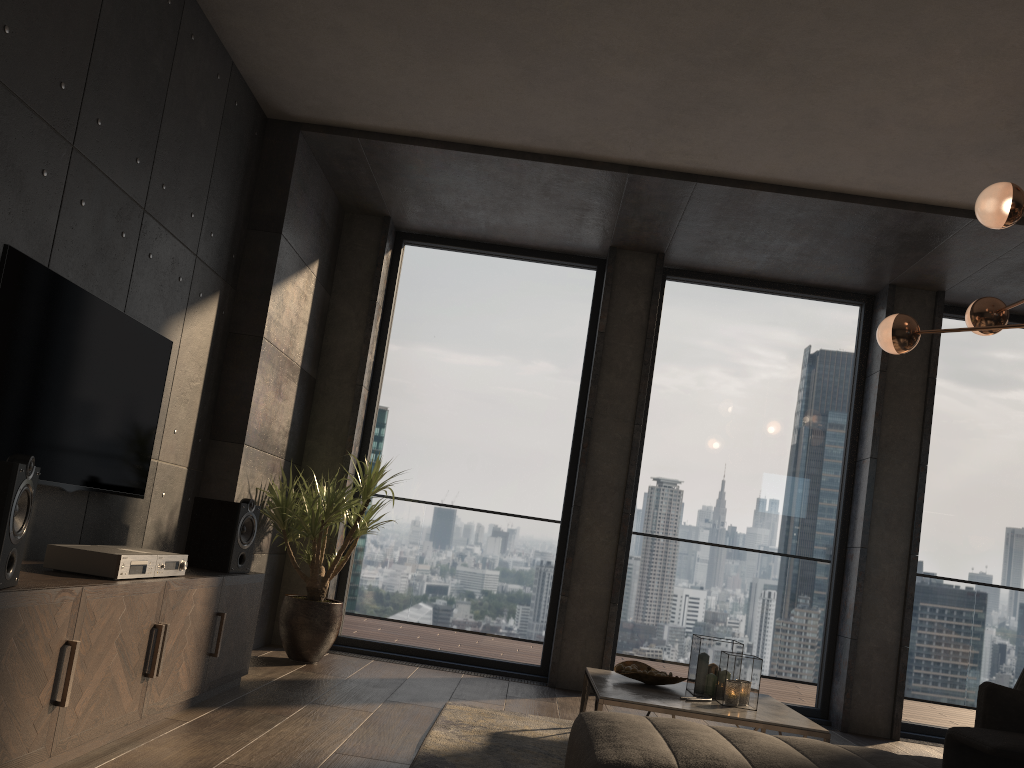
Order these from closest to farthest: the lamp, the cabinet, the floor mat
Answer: the cabinet
the floor mat
the lamp

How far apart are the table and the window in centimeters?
159cm

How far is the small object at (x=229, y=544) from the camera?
4.0 meters

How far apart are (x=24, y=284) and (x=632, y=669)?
2.9 meters

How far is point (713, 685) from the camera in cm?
389

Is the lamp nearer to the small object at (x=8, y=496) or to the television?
the television

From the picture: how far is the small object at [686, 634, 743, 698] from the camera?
3.9m

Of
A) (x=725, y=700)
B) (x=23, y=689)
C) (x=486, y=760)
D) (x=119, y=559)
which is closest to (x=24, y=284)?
(x=119, y=559)

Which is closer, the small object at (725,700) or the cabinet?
the cabinet

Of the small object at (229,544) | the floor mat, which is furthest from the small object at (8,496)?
the small object at (229,544)
